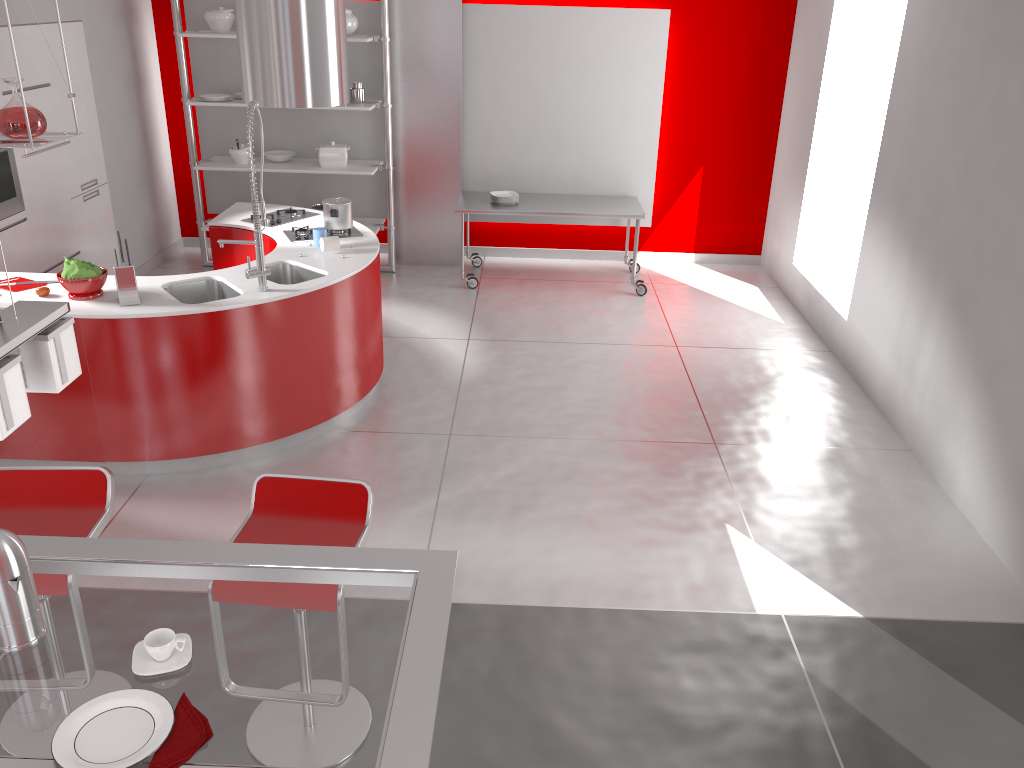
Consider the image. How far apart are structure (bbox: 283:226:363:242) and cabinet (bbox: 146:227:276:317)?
0.10m

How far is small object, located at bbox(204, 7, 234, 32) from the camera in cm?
691

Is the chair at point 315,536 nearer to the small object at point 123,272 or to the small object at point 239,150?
the small object at point 123,272

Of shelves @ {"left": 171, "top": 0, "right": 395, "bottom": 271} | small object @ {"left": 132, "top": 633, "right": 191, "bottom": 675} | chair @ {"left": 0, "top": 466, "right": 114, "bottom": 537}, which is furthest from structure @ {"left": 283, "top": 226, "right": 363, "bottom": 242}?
small object @ {"left": 132, "top": 633, "right": 191, "bottom": 675}

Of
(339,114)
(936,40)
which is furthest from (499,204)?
(936,40)

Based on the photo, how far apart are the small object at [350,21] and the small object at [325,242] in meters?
2.7 m

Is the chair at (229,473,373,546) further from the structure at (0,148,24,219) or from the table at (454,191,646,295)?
the table at (454,191,646,295)

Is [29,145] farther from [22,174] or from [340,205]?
[22,174]

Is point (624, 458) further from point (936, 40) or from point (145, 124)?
point (145, 124)

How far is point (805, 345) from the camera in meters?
6.5 m
